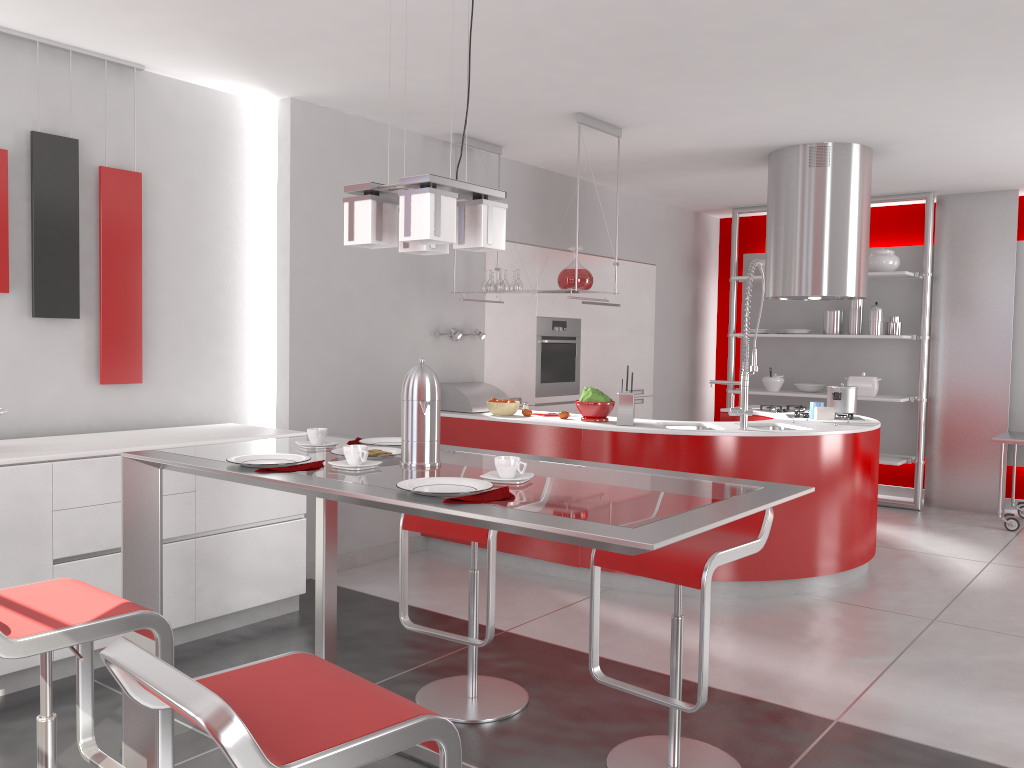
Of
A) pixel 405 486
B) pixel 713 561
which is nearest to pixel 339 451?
pixel 405 486

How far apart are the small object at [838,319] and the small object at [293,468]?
6.2m

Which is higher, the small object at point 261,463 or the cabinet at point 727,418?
the small object at point 261,463

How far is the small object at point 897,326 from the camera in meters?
7.3

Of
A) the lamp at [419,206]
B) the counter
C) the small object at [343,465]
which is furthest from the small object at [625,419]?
the small object at [343,465]

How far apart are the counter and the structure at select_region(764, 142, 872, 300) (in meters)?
0.78

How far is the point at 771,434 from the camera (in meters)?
4.64

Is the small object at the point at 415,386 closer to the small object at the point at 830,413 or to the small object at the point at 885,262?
the small object at the point at 830,413

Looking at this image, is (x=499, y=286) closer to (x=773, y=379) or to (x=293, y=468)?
(x=293, y=468)

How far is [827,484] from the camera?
4.8m
